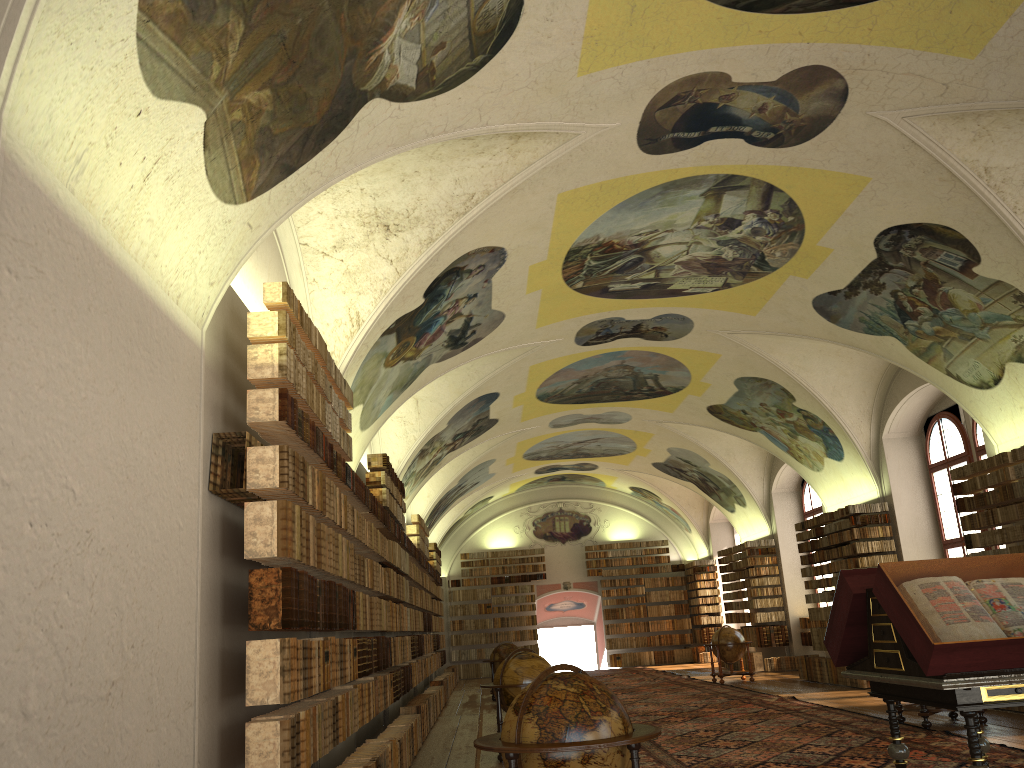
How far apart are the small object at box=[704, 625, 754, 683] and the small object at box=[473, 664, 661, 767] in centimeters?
1767cm

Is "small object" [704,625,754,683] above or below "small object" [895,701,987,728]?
above

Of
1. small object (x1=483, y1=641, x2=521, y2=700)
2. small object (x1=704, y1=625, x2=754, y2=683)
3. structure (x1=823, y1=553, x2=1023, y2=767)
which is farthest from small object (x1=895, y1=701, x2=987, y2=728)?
small object (x1=483, y1=641, x2=521, y2=700)

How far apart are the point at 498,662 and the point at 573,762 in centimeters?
1771cm

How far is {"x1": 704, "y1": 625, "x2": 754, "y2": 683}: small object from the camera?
22.80m

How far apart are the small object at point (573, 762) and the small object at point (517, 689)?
5.87m

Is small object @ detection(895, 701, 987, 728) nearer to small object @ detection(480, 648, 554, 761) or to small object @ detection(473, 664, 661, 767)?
small object @ detection(480, 648, 554, 761)

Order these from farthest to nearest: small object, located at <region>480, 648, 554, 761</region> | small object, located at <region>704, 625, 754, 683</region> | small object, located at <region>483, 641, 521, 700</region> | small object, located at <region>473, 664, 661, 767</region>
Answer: small object, located at <region>704, 625, 754, 683</region> < small object, located at <region>483, 641, 521, 700</region> < small object, located at <region>480, 648, 554, 761</region> < small object, located at <region>473, 664, 661, 767</region>

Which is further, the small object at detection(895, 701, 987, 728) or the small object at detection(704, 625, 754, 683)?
the small object at detection(704, 625, 754, 683)

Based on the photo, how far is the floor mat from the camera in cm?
1003
